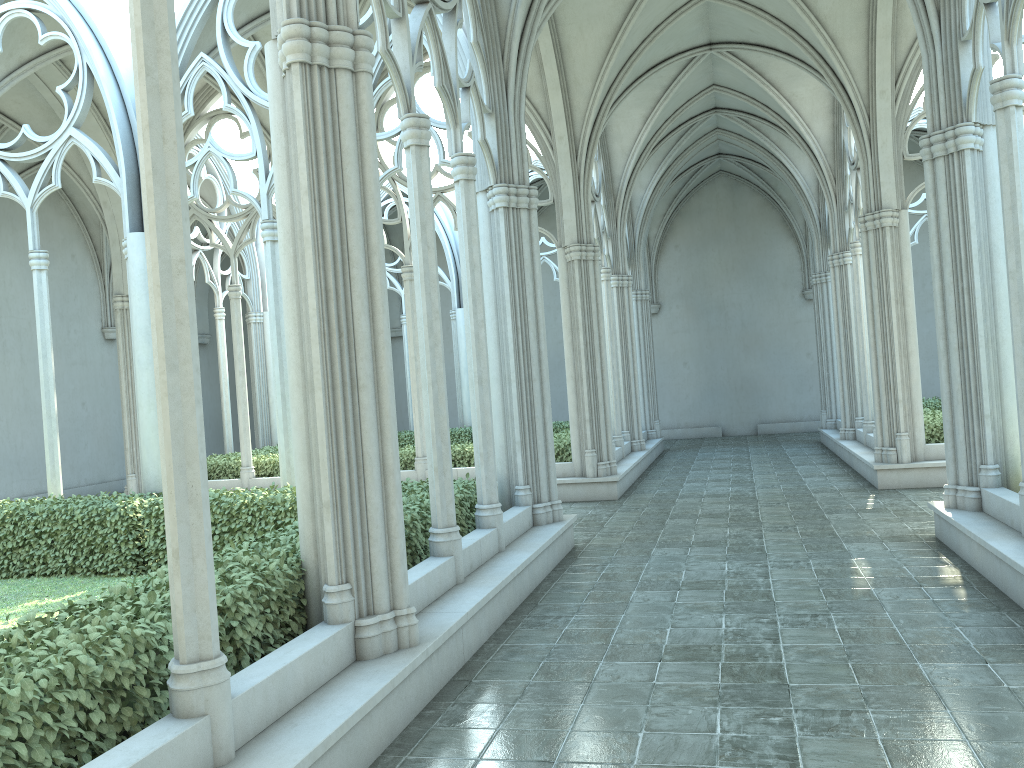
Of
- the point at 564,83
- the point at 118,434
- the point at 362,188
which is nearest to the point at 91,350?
the point at 118,434

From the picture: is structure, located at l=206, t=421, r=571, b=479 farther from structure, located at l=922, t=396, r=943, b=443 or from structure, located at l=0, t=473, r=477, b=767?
structure, located at l=922, t=396, r=943, b=443

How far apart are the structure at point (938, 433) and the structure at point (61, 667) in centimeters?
786cm

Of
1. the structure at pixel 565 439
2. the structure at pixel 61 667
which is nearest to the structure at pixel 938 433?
the structure at pixel 565 439

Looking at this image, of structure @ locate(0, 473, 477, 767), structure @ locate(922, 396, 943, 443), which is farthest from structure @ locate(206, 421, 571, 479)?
structure @ locate(922, 396, 943, 443)

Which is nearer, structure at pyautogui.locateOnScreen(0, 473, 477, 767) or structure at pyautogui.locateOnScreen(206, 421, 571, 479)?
structure at pyautogui.locateOnScreen(0, 473, 477, 767)

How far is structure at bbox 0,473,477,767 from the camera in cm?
345

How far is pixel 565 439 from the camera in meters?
15.2

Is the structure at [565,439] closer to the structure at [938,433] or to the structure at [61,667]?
the structure at [61,667]

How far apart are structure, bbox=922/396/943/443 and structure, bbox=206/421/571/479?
5.5 meters
